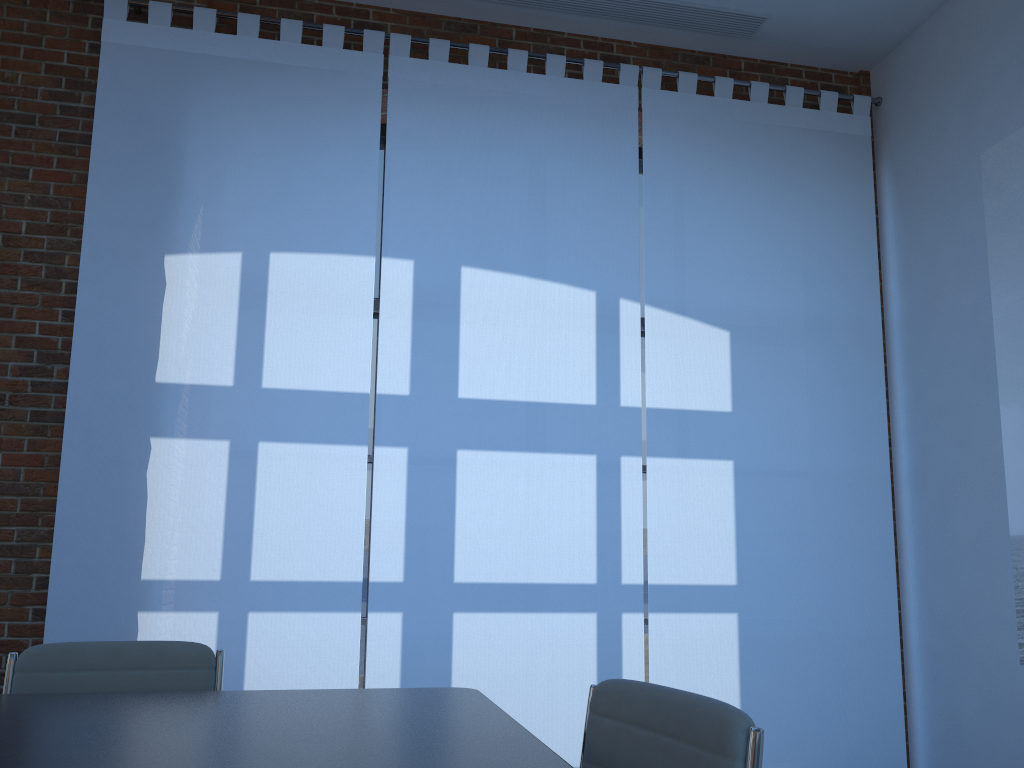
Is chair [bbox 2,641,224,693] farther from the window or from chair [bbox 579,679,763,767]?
the window

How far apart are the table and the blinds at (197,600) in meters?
1.7

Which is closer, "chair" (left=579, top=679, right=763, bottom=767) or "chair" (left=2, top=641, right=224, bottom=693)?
"chair" (left=579, top=679, right=763, bottom=767)

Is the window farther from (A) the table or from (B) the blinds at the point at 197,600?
(A) the table

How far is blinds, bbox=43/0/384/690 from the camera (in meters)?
3.83

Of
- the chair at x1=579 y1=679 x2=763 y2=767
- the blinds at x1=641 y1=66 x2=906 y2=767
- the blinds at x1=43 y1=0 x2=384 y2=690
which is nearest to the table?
the chair at x1=579 y1=679 x2=763 y2=767

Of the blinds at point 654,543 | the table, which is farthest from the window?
the table

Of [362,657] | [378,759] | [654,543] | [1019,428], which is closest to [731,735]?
[378,759]

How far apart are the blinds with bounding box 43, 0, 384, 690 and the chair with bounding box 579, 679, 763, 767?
2.3m

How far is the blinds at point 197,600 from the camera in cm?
383
